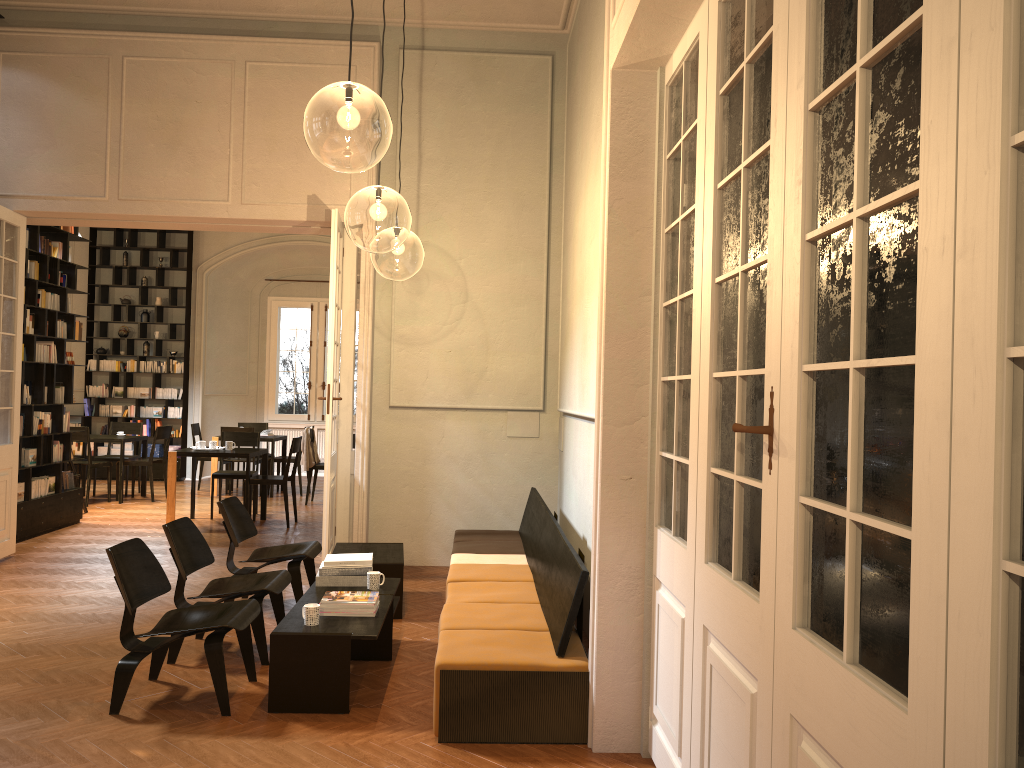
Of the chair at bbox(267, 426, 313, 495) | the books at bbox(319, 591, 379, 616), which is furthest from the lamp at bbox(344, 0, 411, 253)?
the chair at bbox(267, 426, 313, 495)

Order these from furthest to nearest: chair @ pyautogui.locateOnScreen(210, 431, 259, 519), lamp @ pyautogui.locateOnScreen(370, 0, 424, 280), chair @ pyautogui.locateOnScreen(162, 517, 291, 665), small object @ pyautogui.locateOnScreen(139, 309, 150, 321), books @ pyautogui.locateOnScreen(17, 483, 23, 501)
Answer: small object @ pyautogui.locateOnScreen(139, 309, 150, 321), lamp @ pyautogui.locateOnScreen(370, 0, 424, 280), chair @ pyautogui.locateOnScreen(210, 431, 259, 519), books @ pyautogui.locateOnScreen(17, 483, 23, 501), chair @ pyautogui.locateOnScreen(162, 517, 291, 665)

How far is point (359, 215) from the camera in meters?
13.0 m

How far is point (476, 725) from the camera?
4.2m

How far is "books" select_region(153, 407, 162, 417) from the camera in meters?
15.3

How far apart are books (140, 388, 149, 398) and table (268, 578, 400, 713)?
Result: 10.96m

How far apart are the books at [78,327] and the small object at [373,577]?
6.65m

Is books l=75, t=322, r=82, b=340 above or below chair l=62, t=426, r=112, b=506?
above

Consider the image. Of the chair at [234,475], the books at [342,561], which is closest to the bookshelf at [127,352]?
the chair at [234,475]

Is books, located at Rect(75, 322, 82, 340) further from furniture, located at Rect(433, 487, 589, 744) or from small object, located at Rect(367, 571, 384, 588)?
small object, located at Rect(367, 571, 384, 588)
